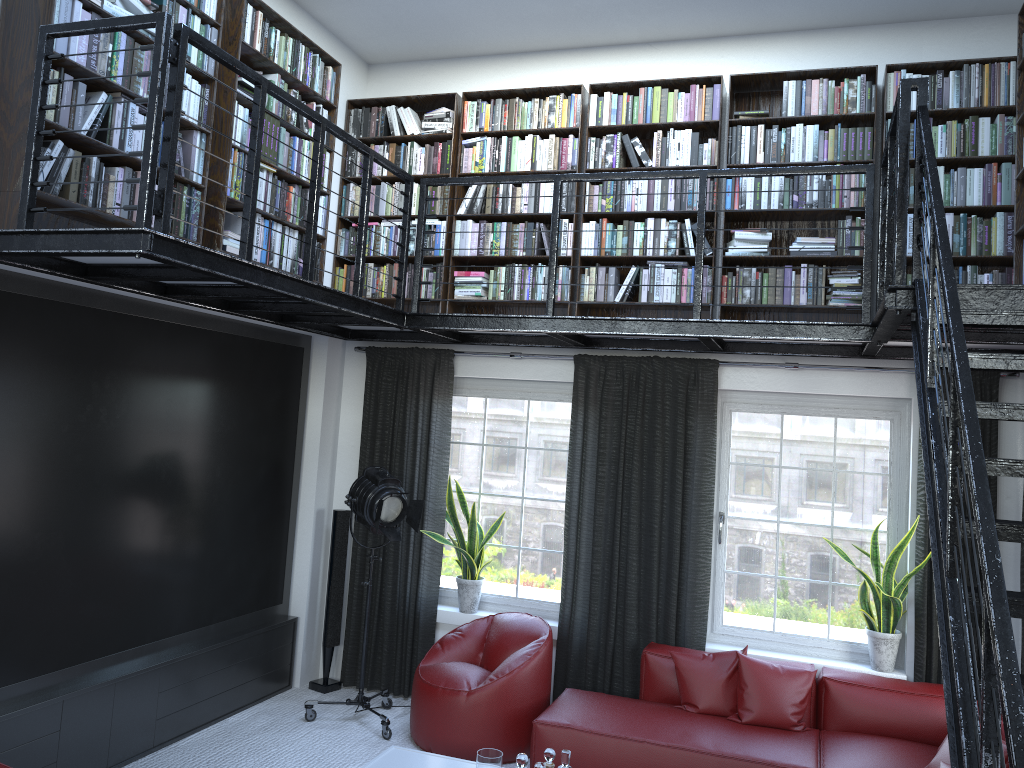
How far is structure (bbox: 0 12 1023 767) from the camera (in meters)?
2.04

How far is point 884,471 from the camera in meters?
5.4

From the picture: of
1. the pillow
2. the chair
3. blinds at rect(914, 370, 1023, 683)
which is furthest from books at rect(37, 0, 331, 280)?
blinds at rect(914, 370, 1023, 683)

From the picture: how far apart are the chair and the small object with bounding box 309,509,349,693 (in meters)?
0.92

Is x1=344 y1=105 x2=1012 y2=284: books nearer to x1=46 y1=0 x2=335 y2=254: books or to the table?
x1=46 y1=0 x2=335 y2=254: books

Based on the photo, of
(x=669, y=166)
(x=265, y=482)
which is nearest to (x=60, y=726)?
(x=265, y=482)

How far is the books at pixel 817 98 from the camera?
5.30m

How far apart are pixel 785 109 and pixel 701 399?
1.83m

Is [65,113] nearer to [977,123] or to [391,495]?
[391,495]

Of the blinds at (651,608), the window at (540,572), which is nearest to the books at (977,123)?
the blinds at (651,608)
